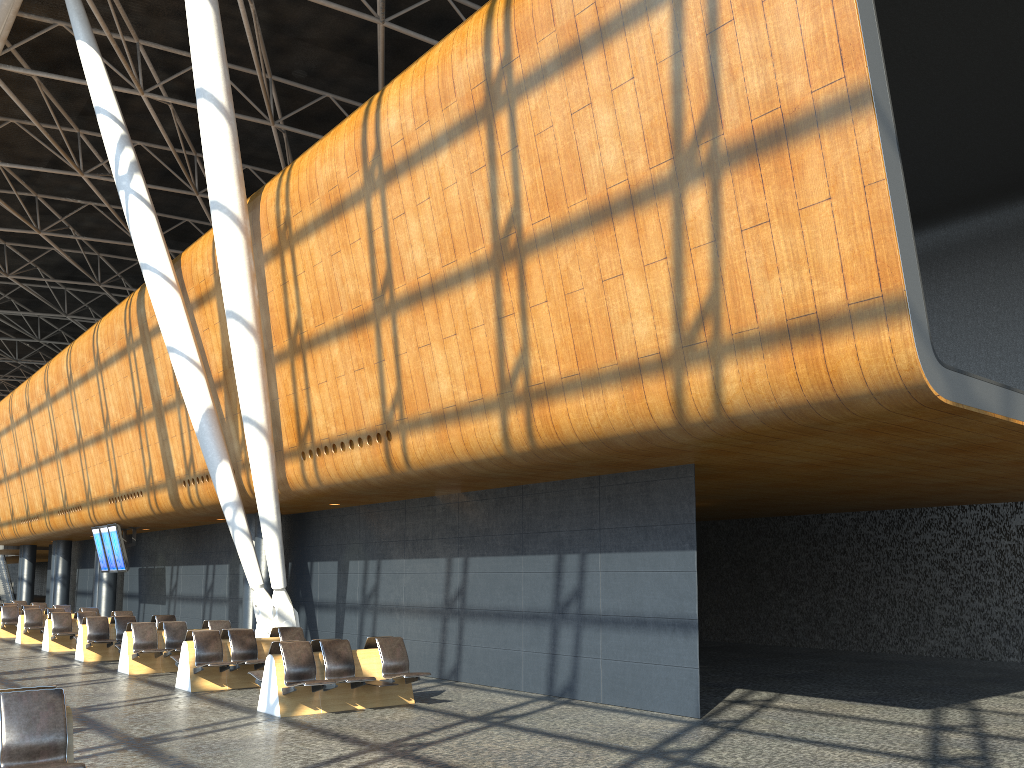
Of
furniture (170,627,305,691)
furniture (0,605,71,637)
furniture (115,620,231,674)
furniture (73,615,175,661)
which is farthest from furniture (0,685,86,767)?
furniture (0,605,71,637)

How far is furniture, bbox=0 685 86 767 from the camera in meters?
5.8 m

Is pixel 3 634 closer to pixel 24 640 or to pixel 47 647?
pixel 24 640

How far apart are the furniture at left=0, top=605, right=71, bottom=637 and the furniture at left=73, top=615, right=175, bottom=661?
8.0m

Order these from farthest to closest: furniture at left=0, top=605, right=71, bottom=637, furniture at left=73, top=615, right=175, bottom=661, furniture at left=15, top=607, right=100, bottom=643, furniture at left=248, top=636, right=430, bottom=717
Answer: furniture at left=0, top=605, right=71, bottom=637 → furniture at left=15, top=607, right=100, bottom=643 → furniture at left=73, top=615, right=175, bottom=661 → furniture at left=248, top=636, right=430, bottom=717

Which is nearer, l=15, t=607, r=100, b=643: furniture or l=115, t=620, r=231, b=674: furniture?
l=115, t=620, r=231, b=674: furniture

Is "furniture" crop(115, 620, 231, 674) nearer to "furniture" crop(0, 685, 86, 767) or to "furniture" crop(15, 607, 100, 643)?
"furniture" crop(15, 607, 100, 643)

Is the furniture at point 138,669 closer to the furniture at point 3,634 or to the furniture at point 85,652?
the furniture at point 85,652

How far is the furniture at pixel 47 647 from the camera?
19.41m

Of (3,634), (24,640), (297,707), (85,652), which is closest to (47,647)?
(24,640)
